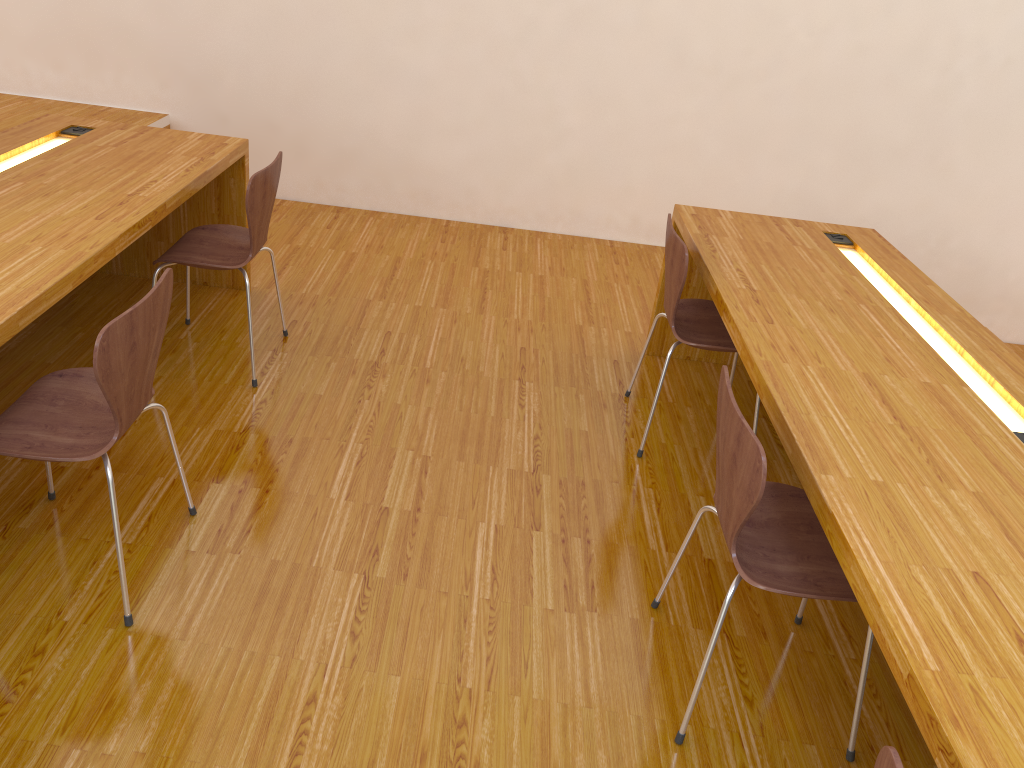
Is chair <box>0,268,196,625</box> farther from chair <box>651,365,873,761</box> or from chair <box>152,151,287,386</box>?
chair <box>651,365,873,761</box>

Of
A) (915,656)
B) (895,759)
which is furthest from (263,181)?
(895,759)

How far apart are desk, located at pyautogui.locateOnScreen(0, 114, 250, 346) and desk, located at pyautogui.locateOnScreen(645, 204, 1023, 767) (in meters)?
1.63

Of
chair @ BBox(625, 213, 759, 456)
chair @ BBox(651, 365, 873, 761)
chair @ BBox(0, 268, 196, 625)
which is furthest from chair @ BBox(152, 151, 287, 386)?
chair @ BBox(651, 365, 873, 761)

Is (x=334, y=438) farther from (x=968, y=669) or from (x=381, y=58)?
(x=381, y=58)

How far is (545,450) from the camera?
2.8m

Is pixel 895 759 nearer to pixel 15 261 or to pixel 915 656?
pixel 915 656

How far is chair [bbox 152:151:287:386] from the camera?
2.7m

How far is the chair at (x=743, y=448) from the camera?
1.6 meters

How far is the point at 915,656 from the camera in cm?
125
